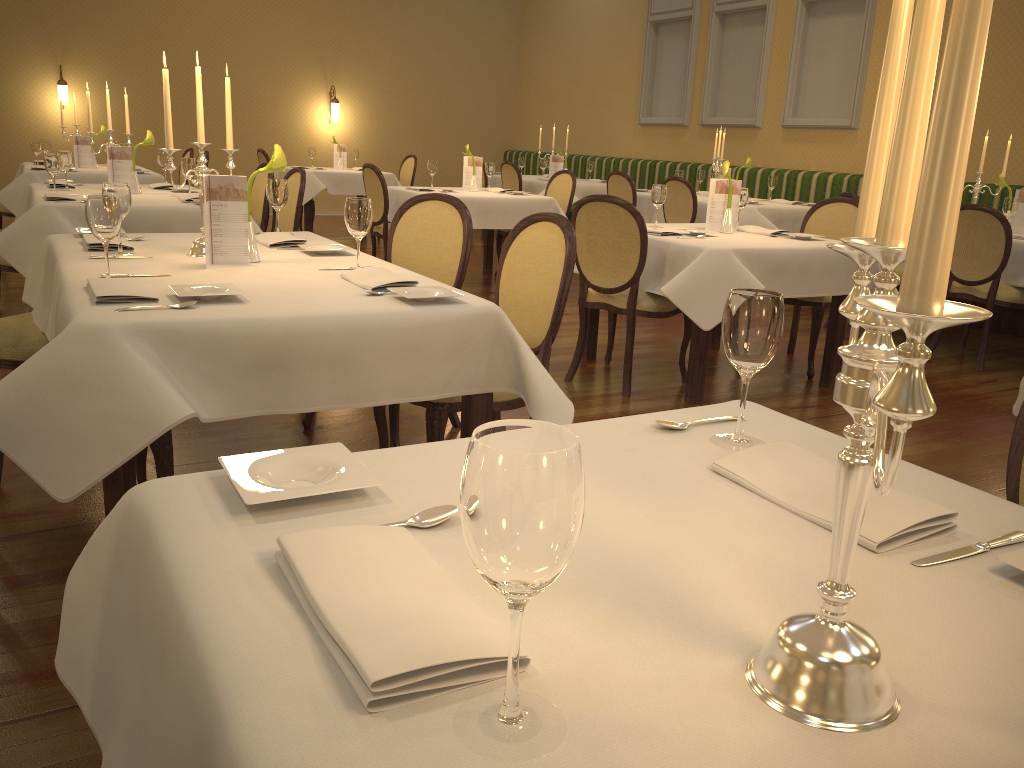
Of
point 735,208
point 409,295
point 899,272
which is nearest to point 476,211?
point 735,208

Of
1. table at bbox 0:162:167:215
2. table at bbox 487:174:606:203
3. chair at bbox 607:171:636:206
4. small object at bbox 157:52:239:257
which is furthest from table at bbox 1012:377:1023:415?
table at bbox 487:174:606:203

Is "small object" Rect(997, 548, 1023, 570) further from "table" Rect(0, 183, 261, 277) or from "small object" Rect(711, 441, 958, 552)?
"table" Rect(0, 183, 261, 277)

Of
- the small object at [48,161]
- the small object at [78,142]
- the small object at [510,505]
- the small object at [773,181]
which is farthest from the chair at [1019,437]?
the small object at [78,142]

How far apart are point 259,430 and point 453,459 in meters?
2.6 m

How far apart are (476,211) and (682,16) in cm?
516

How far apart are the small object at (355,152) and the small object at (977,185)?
6.8m

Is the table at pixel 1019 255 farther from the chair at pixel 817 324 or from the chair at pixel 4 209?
the chair at pixel 4 209

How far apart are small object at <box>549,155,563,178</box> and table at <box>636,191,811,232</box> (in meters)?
2.33

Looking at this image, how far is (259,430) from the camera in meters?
3.6
